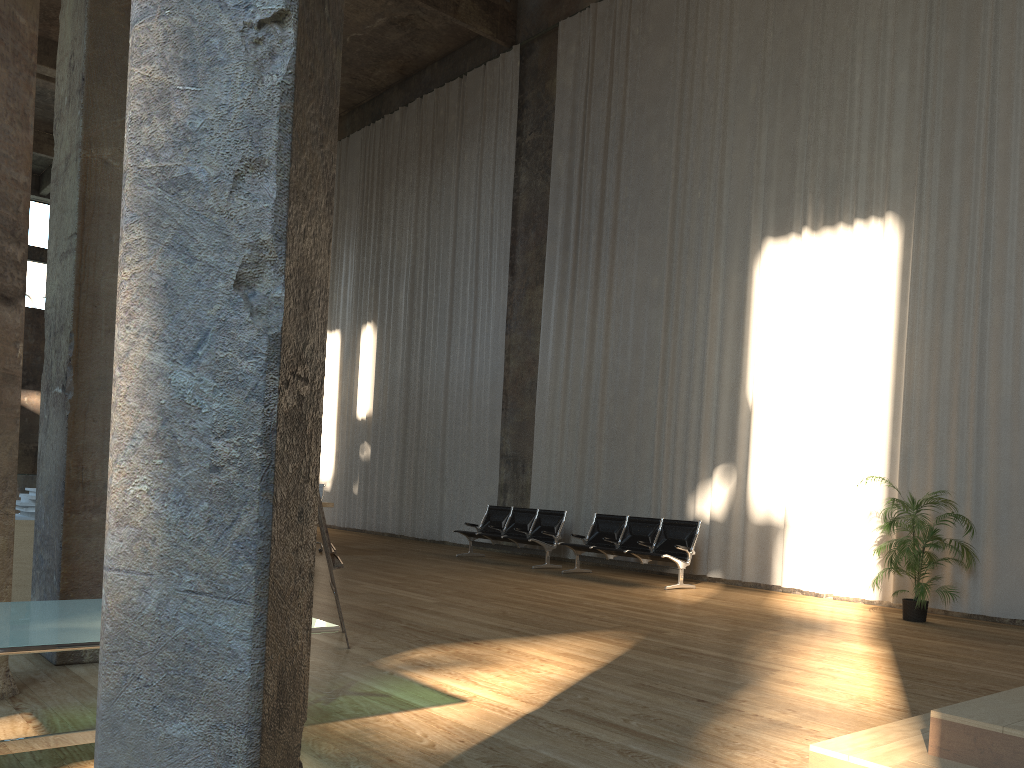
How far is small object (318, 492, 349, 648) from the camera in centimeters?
555cm

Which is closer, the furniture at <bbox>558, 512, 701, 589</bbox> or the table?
the table

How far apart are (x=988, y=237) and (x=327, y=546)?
7.7m

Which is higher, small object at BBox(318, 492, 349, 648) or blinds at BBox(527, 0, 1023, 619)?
blinds at BBox(527, 0, 1023, 619)

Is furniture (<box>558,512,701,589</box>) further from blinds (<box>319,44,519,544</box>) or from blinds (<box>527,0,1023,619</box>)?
blinds (<box>319,44,519,544</box>)

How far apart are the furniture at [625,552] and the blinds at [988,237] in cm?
69

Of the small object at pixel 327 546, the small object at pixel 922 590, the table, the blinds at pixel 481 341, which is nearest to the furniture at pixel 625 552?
the small object at pixel 922 590

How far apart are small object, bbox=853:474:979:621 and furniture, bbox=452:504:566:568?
4.8 meters

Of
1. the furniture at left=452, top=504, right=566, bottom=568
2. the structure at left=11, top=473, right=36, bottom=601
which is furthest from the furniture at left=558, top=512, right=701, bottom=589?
the structure at left=11, top=473, right=36, bottom=601

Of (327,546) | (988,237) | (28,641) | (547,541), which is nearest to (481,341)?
(547,541)
